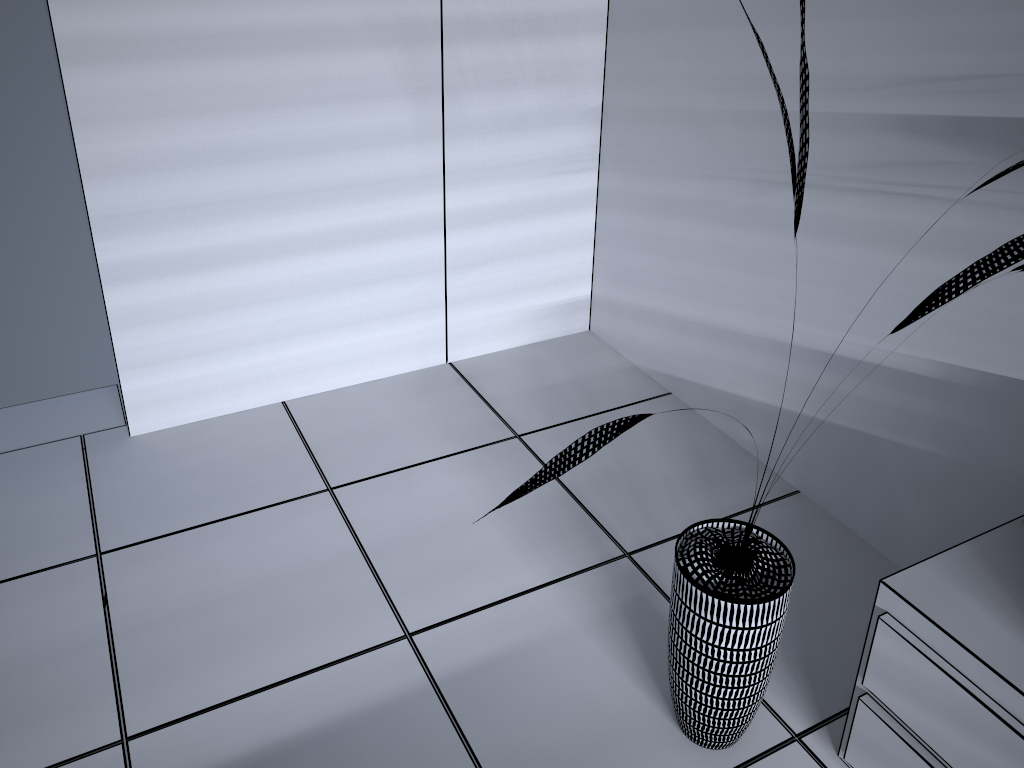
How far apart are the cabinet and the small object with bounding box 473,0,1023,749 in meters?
0.2 m

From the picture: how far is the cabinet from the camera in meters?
1.4

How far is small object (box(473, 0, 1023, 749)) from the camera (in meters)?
1.47

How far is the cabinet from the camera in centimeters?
144cm

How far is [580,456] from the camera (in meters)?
1.47

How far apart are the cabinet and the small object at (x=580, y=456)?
0.16m

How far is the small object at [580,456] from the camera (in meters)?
1.47
